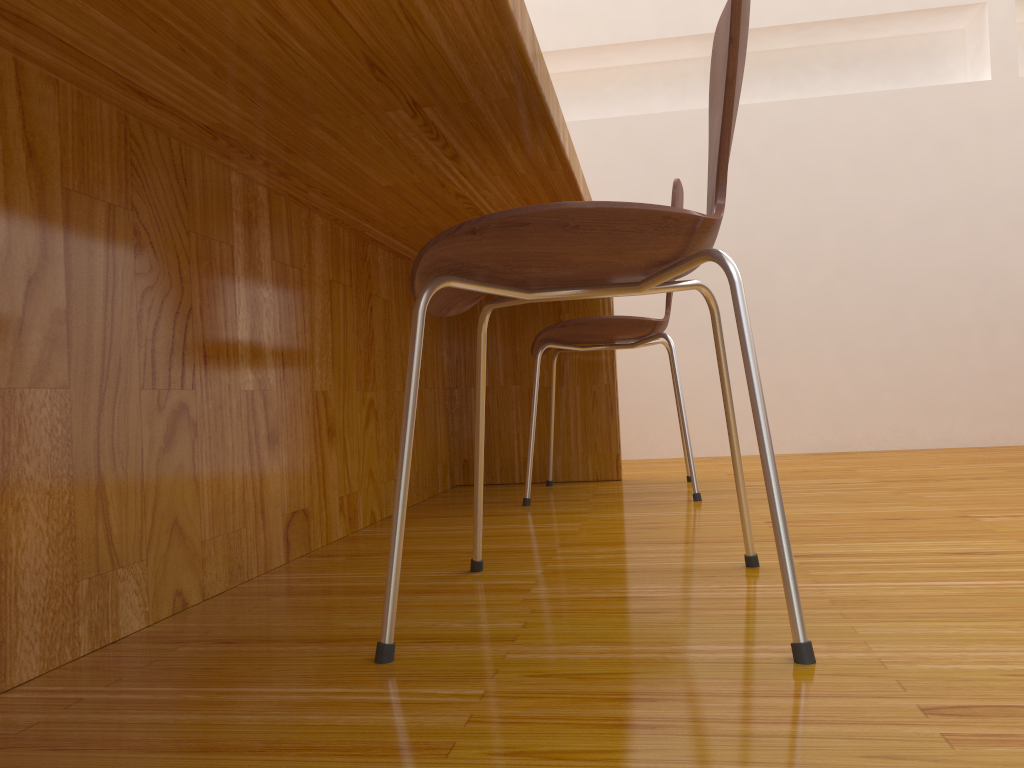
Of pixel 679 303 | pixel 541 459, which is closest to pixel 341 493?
pixel 541 459

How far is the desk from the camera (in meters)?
0.79

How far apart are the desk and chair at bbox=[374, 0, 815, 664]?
0.2m

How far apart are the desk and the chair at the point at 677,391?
0.1m

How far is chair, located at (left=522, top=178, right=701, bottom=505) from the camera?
1.9m

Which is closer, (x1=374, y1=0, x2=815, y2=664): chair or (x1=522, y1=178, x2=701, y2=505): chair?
(x1=374, y1=0, x2=815, y2=664): chair

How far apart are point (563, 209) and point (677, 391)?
1.16m

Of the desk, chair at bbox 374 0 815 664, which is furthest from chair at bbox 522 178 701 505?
chair at bbox 374 0 815 664

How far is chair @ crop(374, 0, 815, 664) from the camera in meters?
0.8

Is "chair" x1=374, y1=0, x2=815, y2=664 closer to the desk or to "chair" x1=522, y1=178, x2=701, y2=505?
the desk
